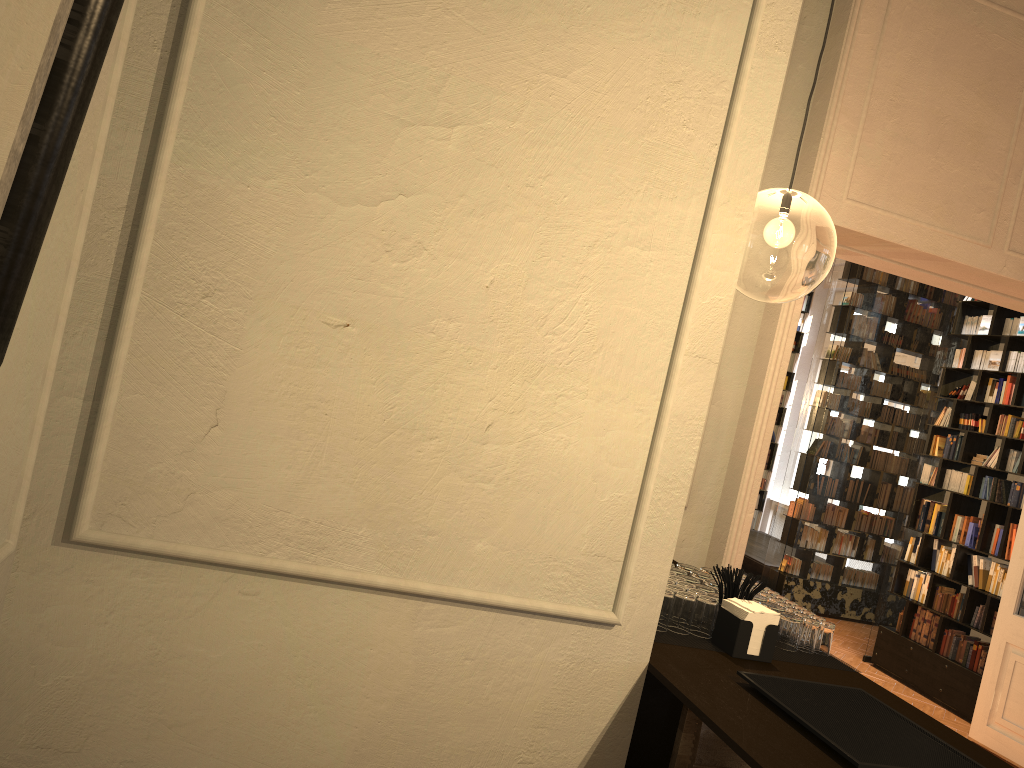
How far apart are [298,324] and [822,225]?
15.6m

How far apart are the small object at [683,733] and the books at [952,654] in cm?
672

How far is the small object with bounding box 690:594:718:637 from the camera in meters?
2.5 m

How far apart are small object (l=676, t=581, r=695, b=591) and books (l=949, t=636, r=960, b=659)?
6.5 meters

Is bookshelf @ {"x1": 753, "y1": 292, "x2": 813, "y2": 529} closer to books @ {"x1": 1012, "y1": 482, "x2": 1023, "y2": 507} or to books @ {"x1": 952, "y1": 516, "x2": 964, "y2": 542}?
books @ {"x1": 952, "y1": 516, "x2": 964, "y2": 542}

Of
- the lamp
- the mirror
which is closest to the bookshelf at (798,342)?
the lamp

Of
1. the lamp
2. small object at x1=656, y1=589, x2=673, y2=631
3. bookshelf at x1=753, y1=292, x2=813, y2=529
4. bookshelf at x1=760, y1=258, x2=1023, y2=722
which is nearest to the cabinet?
small object at x1=656, y1=589, x2=673, y2=631

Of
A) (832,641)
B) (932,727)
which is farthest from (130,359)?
(832,641)

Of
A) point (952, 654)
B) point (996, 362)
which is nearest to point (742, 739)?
point (952, 654)

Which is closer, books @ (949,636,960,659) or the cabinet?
the cabinet
